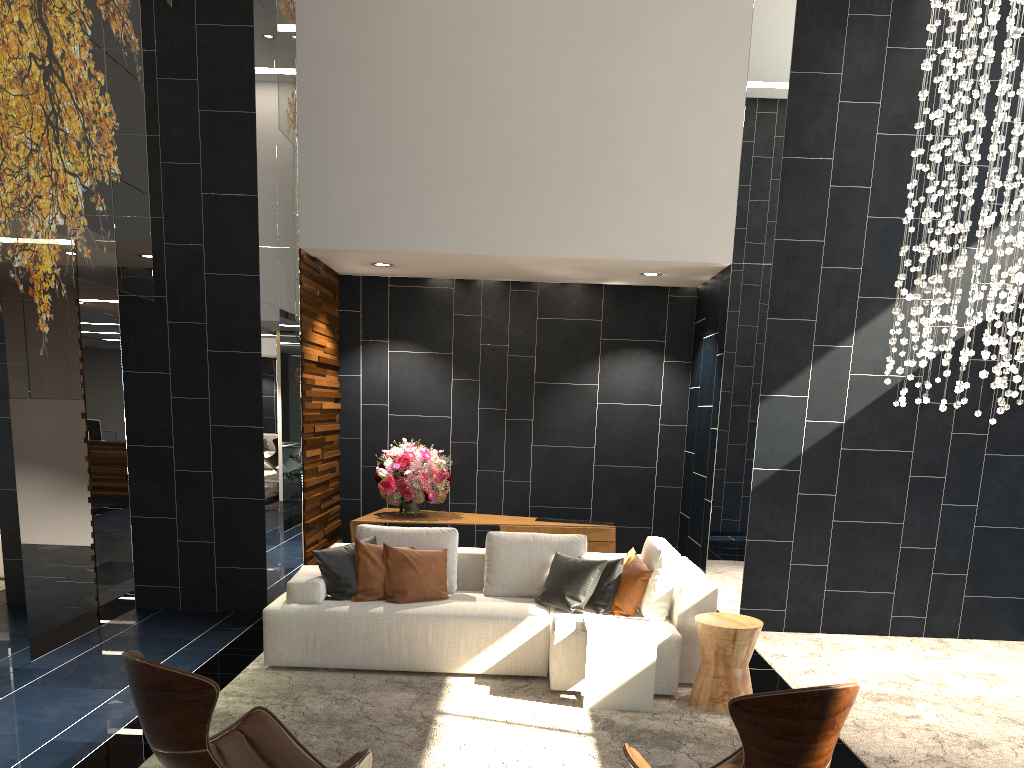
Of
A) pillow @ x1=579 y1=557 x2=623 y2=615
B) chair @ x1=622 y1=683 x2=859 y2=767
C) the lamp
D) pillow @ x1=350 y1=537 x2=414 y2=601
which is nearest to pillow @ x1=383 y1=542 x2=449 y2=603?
pillow @ x1=350 y1=537 x2=414 y2=601

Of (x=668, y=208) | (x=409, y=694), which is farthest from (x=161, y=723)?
(x=668, y=208)

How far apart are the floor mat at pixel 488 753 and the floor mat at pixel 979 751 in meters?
0.6

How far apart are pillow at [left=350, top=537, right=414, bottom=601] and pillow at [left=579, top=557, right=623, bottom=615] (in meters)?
1.31

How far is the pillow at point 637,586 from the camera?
5.29m

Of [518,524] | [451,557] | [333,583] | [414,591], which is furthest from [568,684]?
[518,524]

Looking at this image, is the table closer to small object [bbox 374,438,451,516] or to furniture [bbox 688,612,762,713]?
furniture [bbox 688,612,762,713]

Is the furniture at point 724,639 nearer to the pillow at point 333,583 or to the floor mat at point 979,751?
the floor mat at point 979,751

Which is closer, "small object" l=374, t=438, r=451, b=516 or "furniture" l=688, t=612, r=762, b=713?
"furniture" l=688, t=612, r=762, b=713

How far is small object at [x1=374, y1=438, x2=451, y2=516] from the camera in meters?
7.2 m
